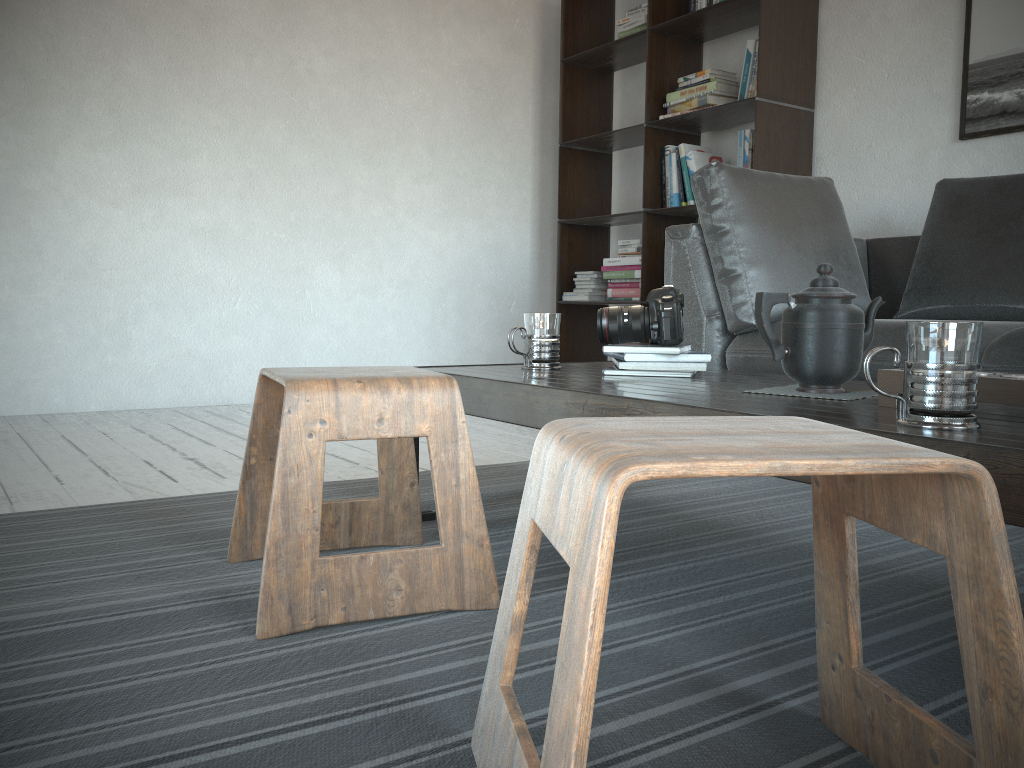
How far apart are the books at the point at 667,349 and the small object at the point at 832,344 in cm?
28

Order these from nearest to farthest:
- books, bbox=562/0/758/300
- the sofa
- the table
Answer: the table < the sofa < books, bbox=562/0/758/300

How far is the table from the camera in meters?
0.8

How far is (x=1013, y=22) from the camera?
3.0m

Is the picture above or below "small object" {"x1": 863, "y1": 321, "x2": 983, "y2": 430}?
above

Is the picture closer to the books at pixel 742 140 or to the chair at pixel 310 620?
the books at pixel 742 140

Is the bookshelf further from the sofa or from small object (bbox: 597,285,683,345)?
small object (bbox: 597,285,683,345)

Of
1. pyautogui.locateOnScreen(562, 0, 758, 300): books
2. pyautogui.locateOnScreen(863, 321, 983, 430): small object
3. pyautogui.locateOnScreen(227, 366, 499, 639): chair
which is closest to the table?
pyautogui.locateOnScreen(863, 321, 983, 430): small object

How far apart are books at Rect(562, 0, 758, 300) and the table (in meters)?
1.98

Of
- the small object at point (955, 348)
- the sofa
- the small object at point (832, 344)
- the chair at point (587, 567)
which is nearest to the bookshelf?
the sofa
